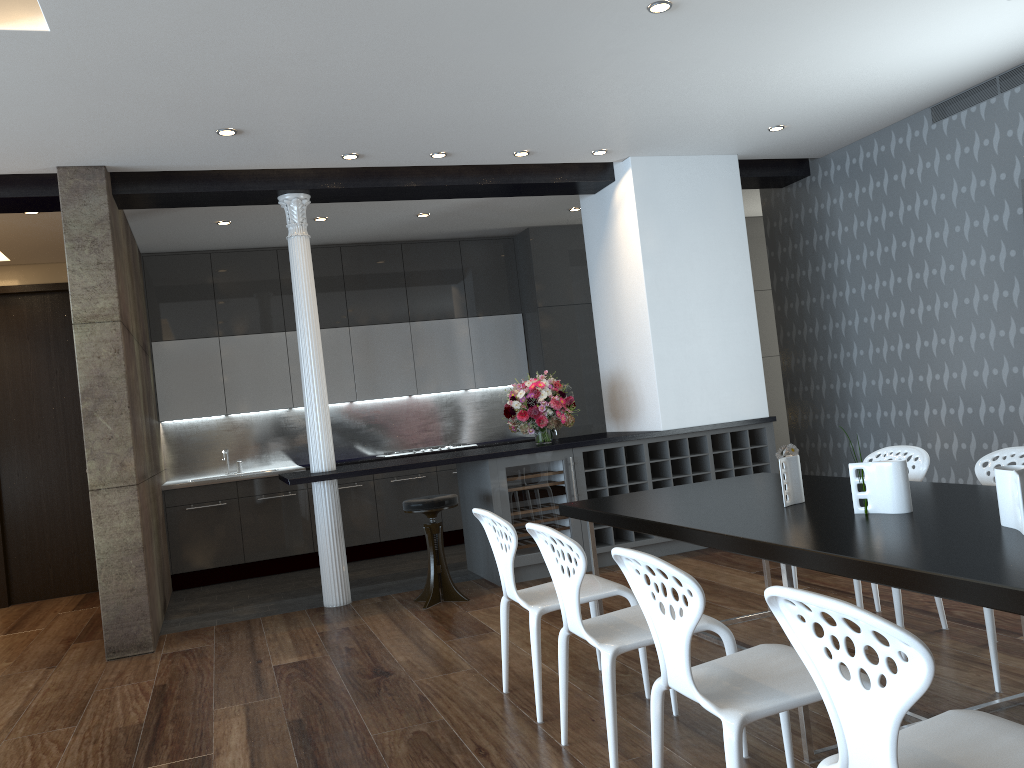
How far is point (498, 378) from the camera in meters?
9.0

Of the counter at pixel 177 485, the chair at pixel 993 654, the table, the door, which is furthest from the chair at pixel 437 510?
the door

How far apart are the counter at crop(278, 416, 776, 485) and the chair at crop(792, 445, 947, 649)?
2.2m

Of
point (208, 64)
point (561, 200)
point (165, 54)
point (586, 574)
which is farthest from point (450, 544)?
point (165, 54)

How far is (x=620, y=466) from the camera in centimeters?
650cm

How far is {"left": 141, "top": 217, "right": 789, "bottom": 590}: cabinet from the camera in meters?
7.8

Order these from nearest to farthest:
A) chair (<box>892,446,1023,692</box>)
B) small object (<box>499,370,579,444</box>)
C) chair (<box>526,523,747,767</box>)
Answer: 1. chair (<box>526,523,747,767</box>)
2. chair (<box>892,446,1023,692</box>)
3. small object (<box>499,370,579,444</box>)

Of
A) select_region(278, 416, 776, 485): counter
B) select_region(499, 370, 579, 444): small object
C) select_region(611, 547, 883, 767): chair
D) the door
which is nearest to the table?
select_region(611, 547, 883, 767): chair

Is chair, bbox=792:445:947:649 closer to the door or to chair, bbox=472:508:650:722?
chair, bbox=472:508:650:722

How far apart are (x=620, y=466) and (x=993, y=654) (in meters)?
3.43
